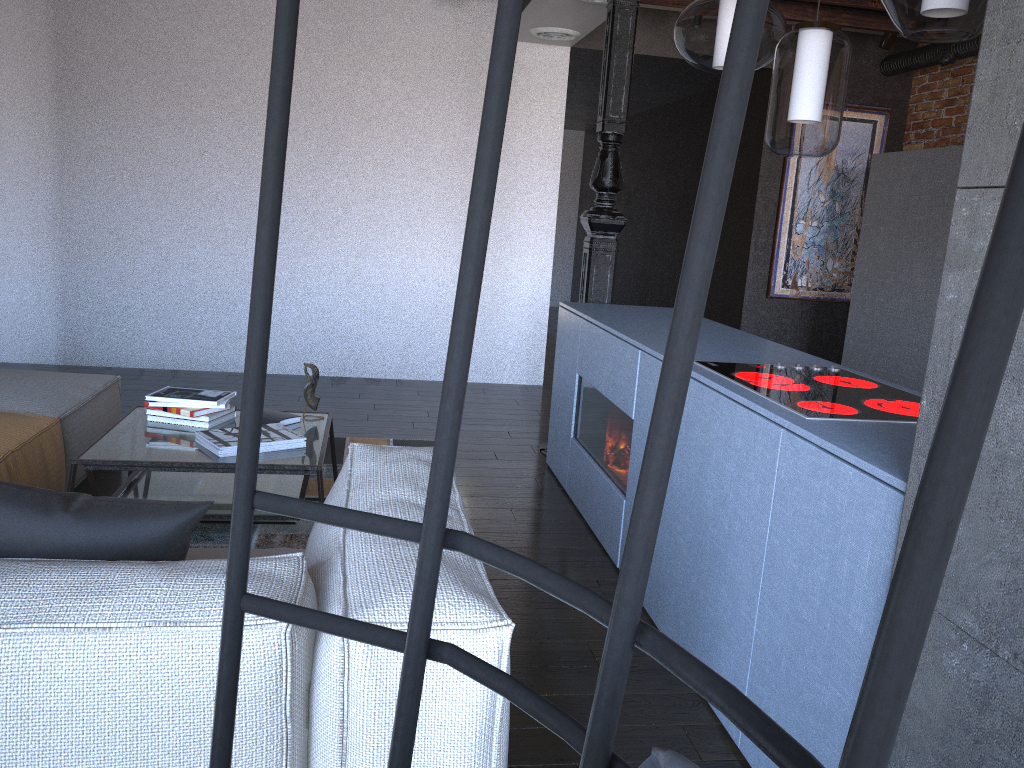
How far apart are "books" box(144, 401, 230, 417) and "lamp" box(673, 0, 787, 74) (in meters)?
2.07

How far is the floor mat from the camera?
3.22m

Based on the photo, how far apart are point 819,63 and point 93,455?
2.4 meters

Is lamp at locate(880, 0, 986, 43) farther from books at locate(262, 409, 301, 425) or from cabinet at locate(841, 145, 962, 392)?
cabinet at locate(841, 145, 962, 392)

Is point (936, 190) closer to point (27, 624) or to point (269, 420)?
point (269, 420)

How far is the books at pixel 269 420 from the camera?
3.3m

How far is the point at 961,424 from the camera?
0.2 meters

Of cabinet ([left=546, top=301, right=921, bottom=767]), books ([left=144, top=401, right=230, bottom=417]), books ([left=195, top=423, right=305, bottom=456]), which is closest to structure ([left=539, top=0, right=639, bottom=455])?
cabinet ([left=546, top=301, right=921, bottom=767])

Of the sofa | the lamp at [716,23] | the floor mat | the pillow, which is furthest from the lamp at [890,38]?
the pillow

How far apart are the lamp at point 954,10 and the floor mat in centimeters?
248cm
